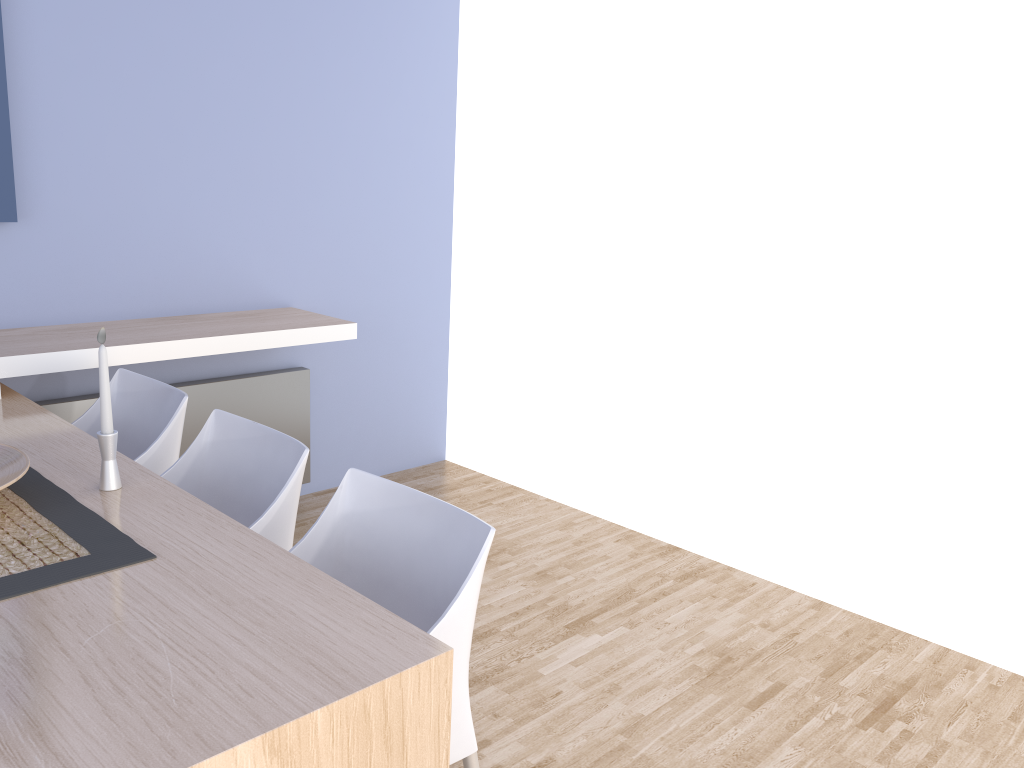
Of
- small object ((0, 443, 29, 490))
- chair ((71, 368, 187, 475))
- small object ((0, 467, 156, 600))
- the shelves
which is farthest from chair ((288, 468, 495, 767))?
the shelves

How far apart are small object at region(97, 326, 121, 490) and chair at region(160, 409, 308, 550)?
0.3m

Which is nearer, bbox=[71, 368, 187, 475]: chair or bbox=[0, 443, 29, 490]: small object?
bbox=[0, 443, 29, 490]: small object

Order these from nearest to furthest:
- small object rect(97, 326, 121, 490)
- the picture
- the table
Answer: the table
small object rect(97, 326, 121, 490)
the picture

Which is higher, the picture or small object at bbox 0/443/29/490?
the picture

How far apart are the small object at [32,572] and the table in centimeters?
1cm

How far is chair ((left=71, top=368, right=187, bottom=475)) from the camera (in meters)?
2.35

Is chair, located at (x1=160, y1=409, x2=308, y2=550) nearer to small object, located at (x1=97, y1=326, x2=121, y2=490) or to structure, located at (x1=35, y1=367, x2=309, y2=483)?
small object, located at (x1=97, y1=326, x2=121, y2=490)

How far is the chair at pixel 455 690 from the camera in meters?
1.6

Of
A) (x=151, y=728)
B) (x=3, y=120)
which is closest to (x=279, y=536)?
(x=151, y=728)
